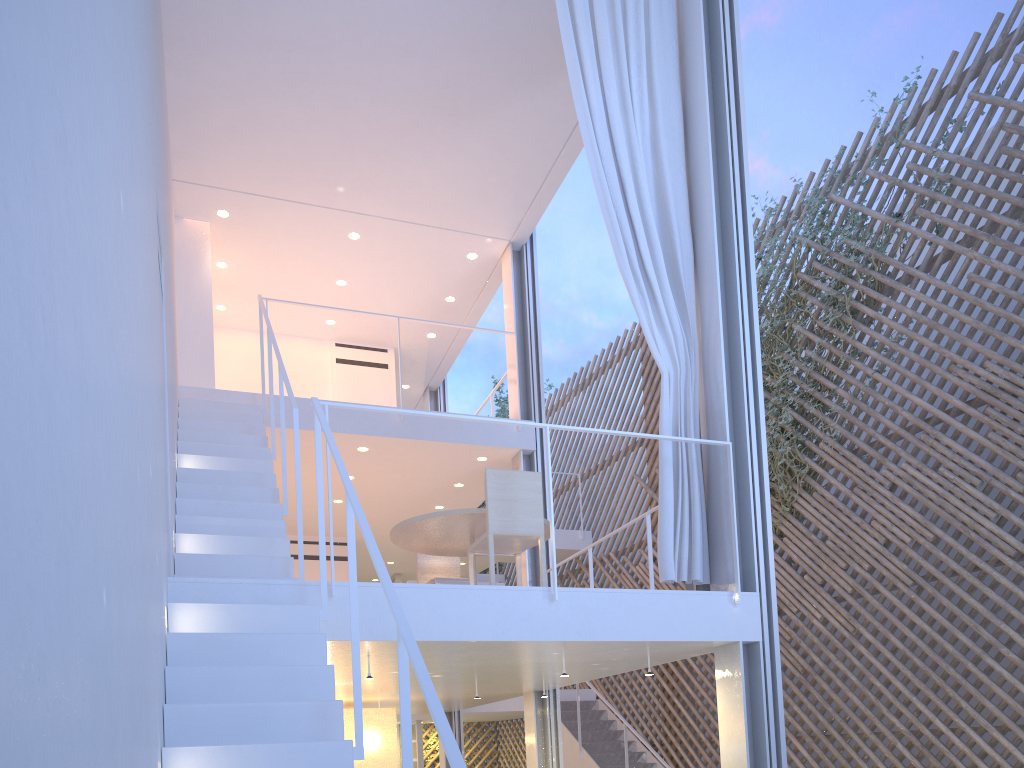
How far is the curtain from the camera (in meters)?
2.88

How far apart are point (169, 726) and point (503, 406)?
7.15m

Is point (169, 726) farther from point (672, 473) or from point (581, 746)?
point (581, 746)

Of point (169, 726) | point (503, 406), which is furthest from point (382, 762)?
point (503, 406)

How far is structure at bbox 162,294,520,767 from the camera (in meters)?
1.59

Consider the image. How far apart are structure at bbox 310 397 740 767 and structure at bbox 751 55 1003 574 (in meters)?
2.41

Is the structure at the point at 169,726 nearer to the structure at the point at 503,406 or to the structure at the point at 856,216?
the structure at the point at 856,216

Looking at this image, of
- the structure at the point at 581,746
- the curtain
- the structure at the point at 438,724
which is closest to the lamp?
the structure at the point at 581,746

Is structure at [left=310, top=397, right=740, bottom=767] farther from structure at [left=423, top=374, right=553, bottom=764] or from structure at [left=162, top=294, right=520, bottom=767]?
structure at [left=423, top=374, right=553, bottom=764]

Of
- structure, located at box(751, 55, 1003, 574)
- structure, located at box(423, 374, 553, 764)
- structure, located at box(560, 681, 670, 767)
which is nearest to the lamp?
structure, located at box(560, 681, 670, 767)
